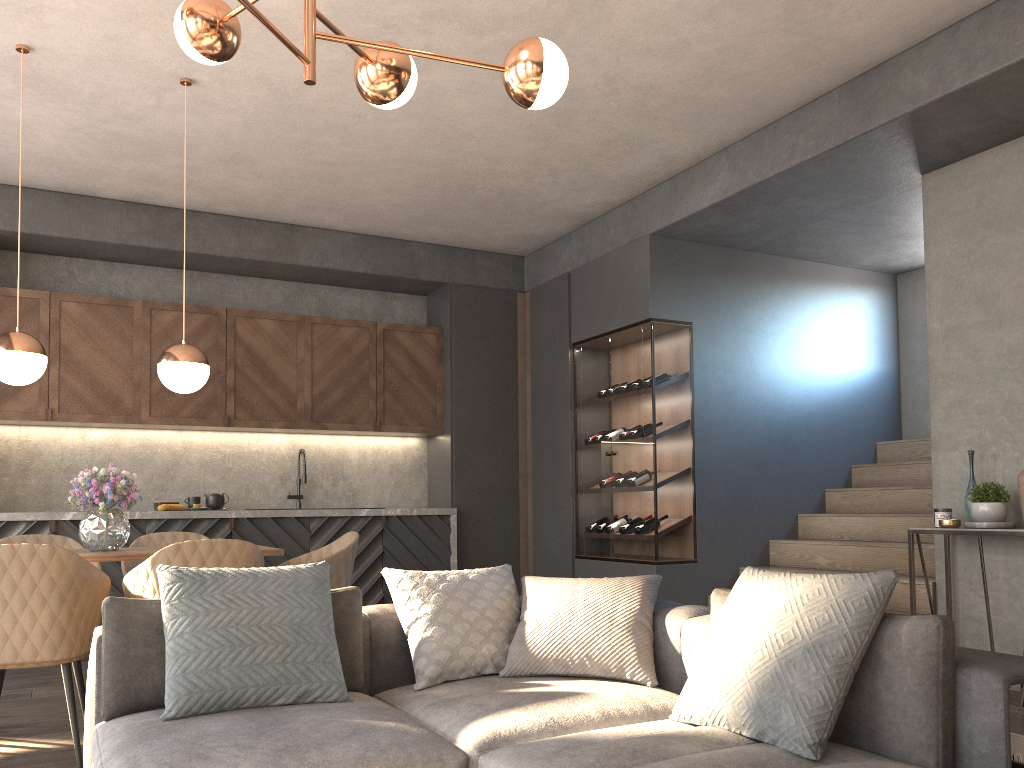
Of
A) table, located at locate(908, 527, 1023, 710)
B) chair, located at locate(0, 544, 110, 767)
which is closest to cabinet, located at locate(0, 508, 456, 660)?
chair, located at locate(0, 544, 110, 767)

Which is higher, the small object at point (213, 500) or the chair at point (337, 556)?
the small object at point (213, 500)

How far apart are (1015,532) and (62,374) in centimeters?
567cm

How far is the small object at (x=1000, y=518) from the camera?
4.2m

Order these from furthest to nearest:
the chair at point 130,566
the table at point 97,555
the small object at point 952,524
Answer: the chair at point 130,566 < the small object at point 952,524 < the table at point 97,555

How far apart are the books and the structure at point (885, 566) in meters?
2.8 m

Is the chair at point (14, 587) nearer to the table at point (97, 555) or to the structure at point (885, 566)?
the table at point (97, 555)

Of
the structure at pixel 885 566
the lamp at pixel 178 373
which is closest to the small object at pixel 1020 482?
the structure at pixel 885 566

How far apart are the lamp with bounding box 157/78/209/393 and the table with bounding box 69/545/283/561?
0.75m

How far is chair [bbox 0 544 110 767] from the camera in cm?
313
